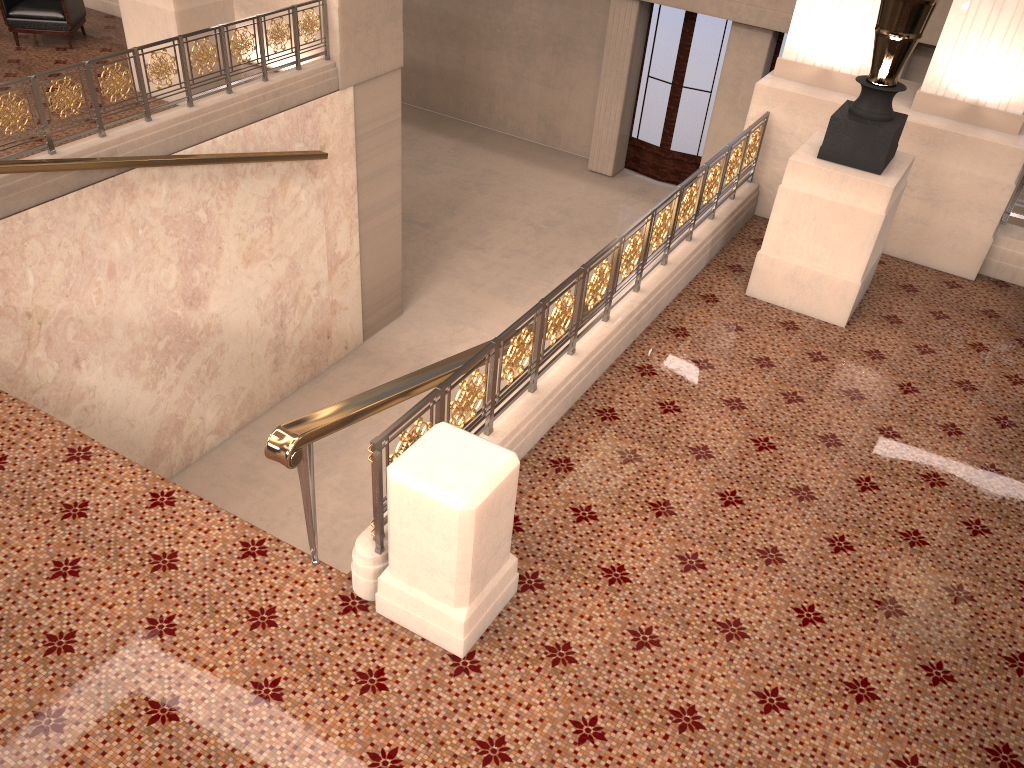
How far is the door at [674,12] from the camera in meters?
14.0 m

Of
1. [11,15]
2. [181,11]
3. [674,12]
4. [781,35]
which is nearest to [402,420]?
[181,11]

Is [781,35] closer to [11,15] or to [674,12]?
[674,12]

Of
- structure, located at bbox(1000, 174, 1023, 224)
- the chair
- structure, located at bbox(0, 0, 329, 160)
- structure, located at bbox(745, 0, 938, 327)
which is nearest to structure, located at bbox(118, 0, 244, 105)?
structure, located at bbox(0, 0, 329, 160)

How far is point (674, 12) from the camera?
14.00m

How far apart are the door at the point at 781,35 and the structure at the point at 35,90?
7.9 meters

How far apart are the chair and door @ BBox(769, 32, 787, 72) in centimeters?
968cm

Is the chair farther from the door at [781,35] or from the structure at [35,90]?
the door at [781,35]

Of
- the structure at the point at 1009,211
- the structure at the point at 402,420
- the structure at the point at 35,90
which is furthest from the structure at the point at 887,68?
the structure at the point at 35,90

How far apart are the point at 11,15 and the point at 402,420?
8.0 meters
